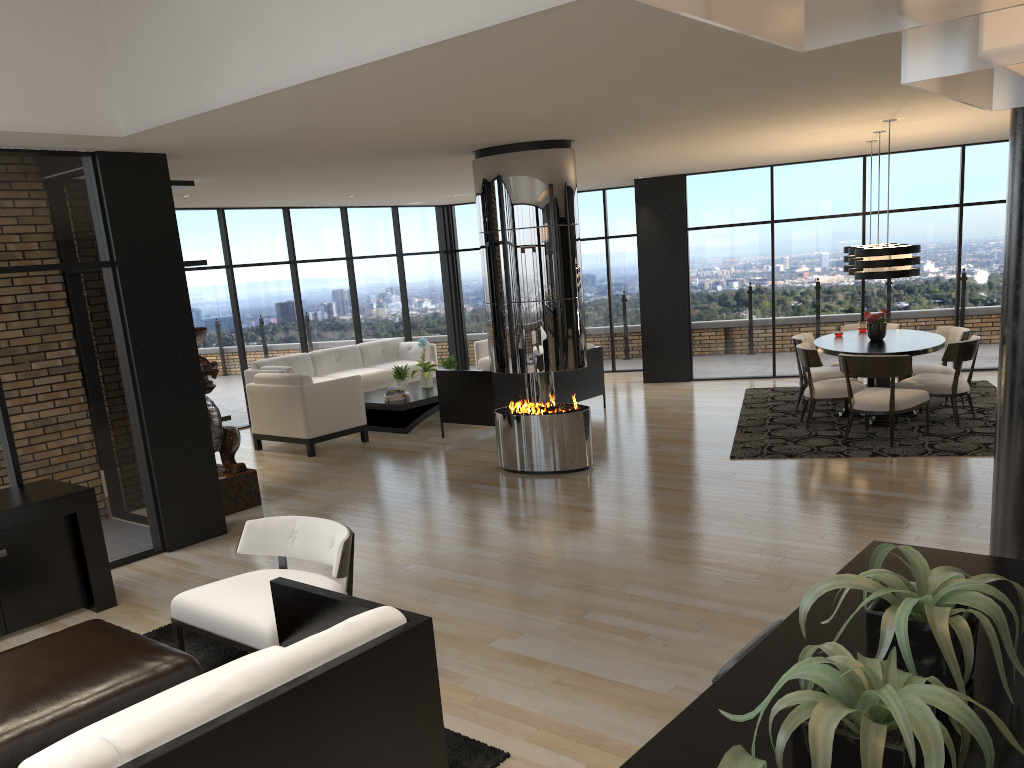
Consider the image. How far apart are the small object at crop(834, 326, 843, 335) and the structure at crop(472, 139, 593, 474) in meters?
3.4 m

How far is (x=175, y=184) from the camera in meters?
7.8 m

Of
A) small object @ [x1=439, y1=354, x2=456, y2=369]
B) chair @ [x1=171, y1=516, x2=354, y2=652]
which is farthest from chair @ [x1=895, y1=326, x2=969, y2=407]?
chair @ [x1=171, y1=516, x2=354, y2=652]

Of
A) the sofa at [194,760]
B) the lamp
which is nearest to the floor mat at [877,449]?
the lamp

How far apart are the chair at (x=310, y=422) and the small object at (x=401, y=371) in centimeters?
115cm

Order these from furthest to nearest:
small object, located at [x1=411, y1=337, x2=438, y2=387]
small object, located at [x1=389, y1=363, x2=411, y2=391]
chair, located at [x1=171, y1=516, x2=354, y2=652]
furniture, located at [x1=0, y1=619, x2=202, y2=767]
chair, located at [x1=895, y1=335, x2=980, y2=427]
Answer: small object, located at [x1=411, y1=337, x2=438, y2=387], small object, located at [x1=389, y1=363, x2=411, y2=391], chair, located at [x1=895, y1=335, x2=980, y2=427], chair, located at [x1=171, y1=516, x2=354, y2=652], furniture, located at [x1=0, y1=619, x2=202, y2=767]

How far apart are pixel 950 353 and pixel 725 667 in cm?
A: 709

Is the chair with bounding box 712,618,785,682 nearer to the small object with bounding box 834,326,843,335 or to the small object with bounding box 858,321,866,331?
the small object with bounding box 834,326,843,335

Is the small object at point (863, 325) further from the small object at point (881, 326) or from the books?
the books

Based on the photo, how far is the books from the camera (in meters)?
10.27
